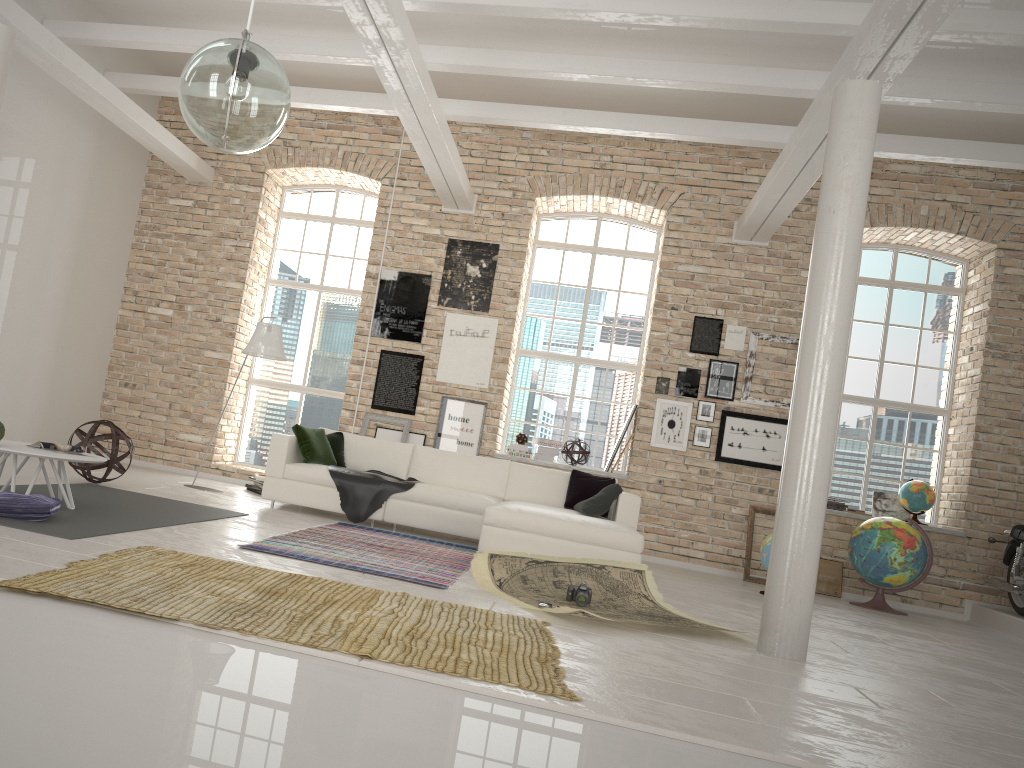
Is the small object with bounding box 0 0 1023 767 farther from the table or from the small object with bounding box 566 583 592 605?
the small object with bounding box 566 583 592 605

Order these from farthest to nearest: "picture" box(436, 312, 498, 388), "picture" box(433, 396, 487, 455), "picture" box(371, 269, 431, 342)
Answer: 1. "picture" box(371, 269, 431, 342)
2. "picture" box(436, 312, 498, 388)
3. "picture" box(433, 396, 487, 455)

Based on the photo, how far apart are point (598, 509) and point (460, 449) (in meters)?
2.52

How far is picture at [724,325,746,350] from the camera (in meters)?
9.31

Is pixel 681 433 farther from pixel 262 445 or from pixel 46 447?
pixel 46 447

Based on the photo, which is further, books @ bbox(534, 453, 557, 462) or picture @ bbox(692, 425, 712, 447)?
books @ bbox(534, 453, 557, 462)

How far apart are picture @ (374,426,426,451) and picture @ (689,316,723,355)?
3.1m

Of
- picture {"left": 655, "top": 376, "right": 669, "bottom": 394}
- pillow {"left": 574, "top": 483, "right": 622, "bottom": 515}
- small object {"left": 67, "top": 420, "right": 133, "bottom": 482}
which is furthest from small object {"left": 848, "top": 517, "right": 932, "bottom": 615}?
small object {"left": 67, "top": 420, "right": 133, "bottom": 482}

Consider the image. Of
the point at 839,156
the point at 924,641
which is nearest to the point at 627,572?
the point at 924,641

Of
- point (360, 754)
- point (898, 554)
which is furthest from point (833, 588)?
point (360, 754)
